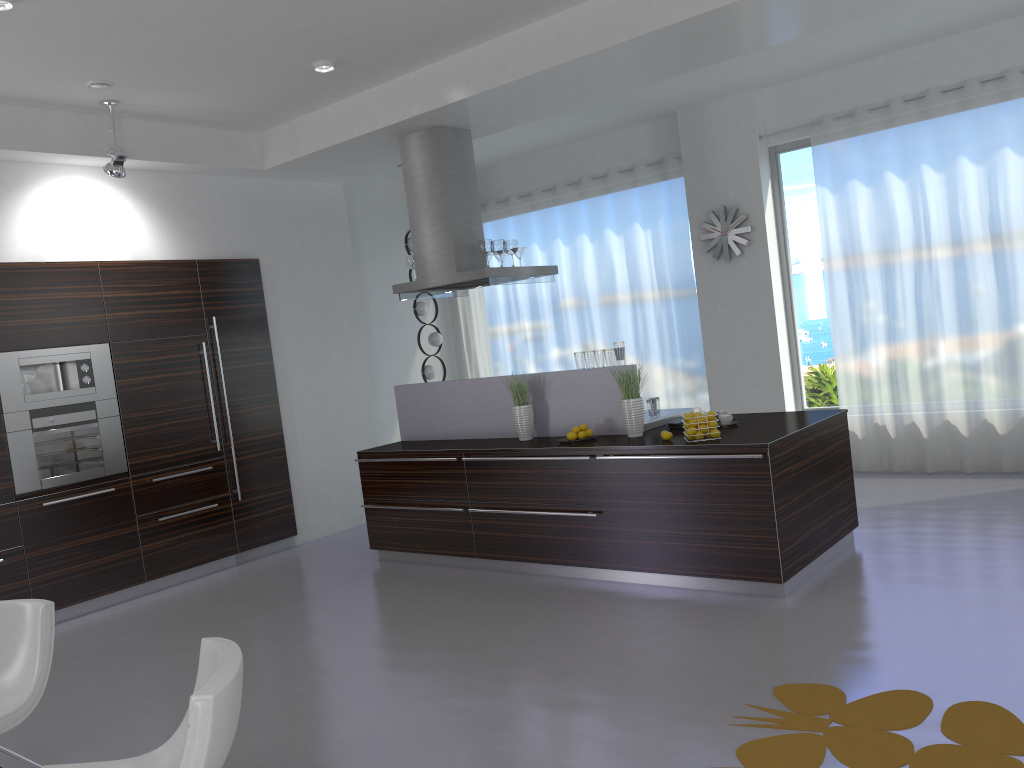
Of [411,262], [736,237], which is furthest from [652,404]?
[736,237]

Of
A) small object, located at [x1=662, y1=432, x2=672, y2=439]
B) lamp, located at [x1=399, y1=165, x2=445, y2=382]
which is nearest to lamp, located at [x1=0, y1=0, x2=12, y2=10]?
small object, located at [x1=662, y1=432, x2=672, y2=439]

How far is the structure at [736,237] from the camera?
8.1 meters

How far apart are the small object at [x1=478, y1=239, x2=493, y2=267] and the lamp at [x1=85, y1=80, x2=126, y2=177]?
2.54m

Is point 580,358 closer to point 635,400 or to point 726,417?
point 635,400

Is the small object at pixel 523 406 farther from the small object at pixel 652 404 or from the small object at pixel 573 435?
the small object at pixel 652 404

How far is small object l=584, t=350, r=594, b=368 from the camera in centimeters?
593cm

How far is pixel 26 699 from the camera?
3.2 meters

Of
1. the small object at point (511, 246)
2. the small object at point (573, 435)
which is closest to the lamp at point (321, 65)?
the small object at point (511, 246)

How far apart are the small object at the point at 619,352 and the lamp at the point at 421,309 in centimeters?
389cm
